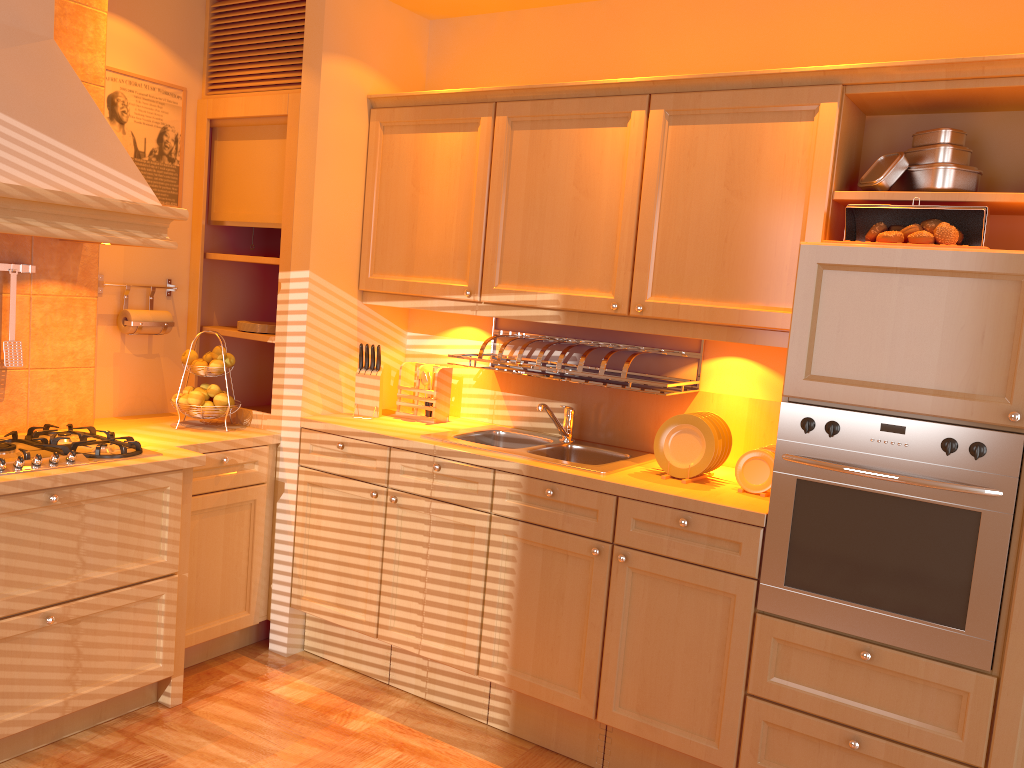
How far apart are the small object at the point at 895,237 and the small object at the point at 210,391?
2.4m

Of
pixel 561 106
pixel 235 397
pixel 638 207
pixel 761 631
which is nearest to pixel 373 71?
pixel 561 106

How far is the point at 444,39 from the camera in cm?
368

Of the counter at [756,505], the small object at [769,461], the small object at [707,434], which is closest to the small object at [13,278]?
the counter at [756,505]

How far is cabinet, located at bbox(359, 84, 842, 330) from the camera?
2.6m

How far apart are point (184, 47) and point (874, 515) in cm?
309

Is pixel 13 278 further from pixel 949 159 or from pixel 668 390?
pixel 949 159

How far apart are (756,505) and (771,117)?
1.2m

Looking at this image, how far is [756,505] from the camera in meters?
2.5 m

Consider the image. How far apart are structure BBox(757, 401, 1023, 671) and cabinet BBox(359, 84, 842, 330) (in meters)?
0.36
